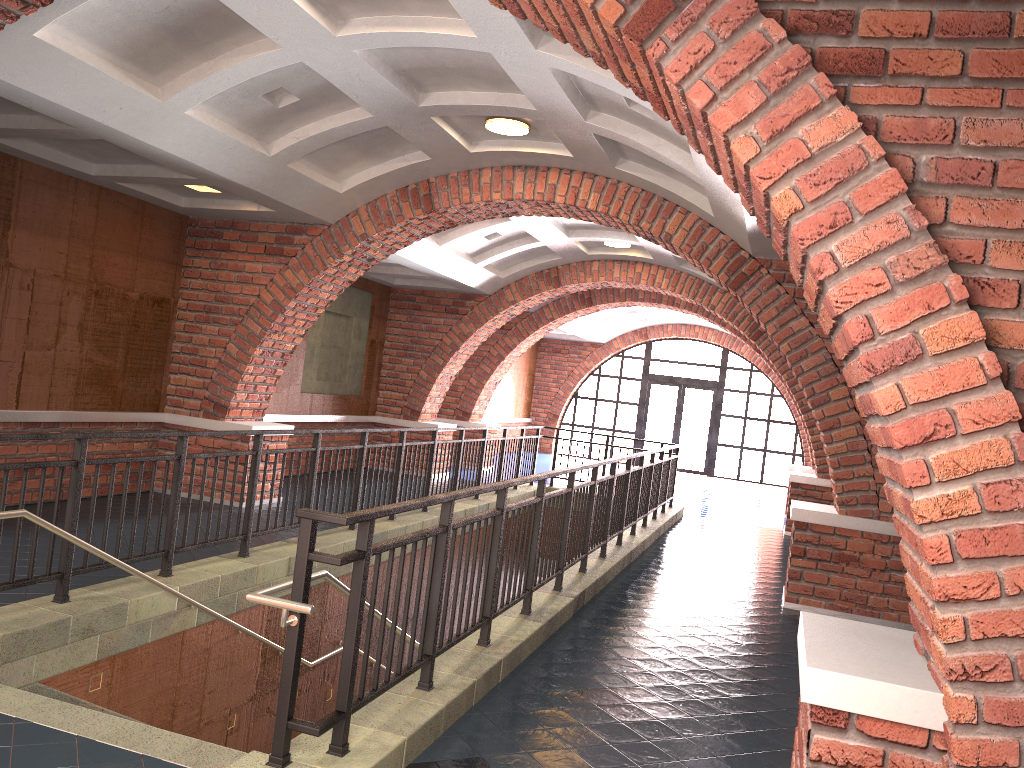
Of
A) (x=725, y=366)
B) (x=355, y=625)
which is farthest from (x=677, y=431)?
(x=355, y=625)

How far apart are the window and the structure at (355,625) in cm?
949

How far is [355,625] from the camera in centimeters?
335cm

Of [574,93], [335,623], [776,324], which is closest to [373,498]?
[335,623]

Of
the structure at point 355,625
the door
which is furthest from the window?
the structure at point 355,625

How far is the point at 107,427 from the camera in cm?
883

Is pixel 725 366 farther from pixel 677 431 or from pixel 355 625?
pixel 355 625

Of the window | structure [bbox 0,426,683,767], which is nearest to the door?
the window

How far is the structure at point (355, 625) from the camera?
3.3 meters

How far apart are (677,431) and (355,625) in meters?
19.8
